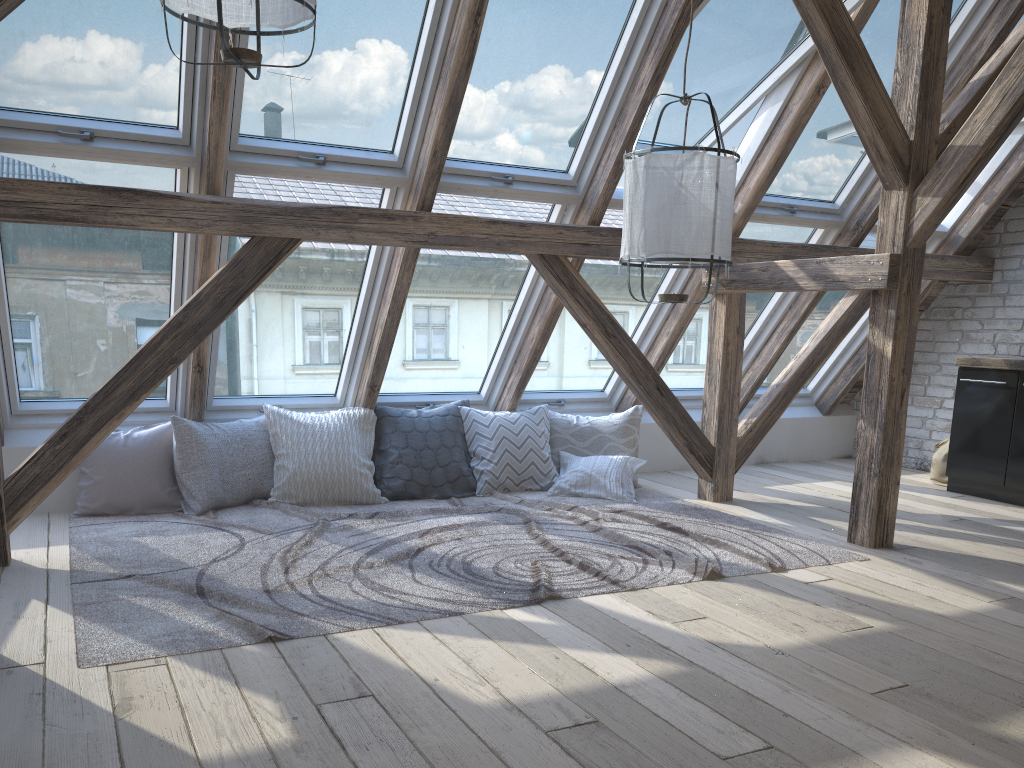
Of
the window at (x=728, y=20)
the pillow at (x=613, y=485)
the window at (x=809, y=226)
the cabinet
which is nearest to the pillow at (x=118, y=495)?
the pillow at (x=613, y=485)

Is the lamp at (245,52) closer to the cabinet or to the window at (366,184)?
the window at (366,184)

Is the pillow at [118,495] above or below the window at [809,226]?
below

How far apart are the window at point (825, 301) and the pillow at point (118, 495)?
3.6m

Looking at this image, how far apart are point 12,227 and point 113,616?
1.87m

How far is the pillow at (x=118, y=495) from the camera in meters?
4.3 m

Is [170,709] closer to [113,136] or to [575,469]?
[113,136]

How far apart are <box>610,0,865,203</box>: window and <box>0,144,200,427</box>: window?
2.1 meters

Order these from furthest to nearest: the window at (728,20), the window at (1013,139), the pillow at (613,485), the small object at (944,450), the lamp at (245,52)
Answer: the small object at (944,450), the window at (1013,139), the pillow at (613,485), the window at (728,20), the lamp at (245,52)

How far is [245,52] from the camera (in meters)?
2.45
